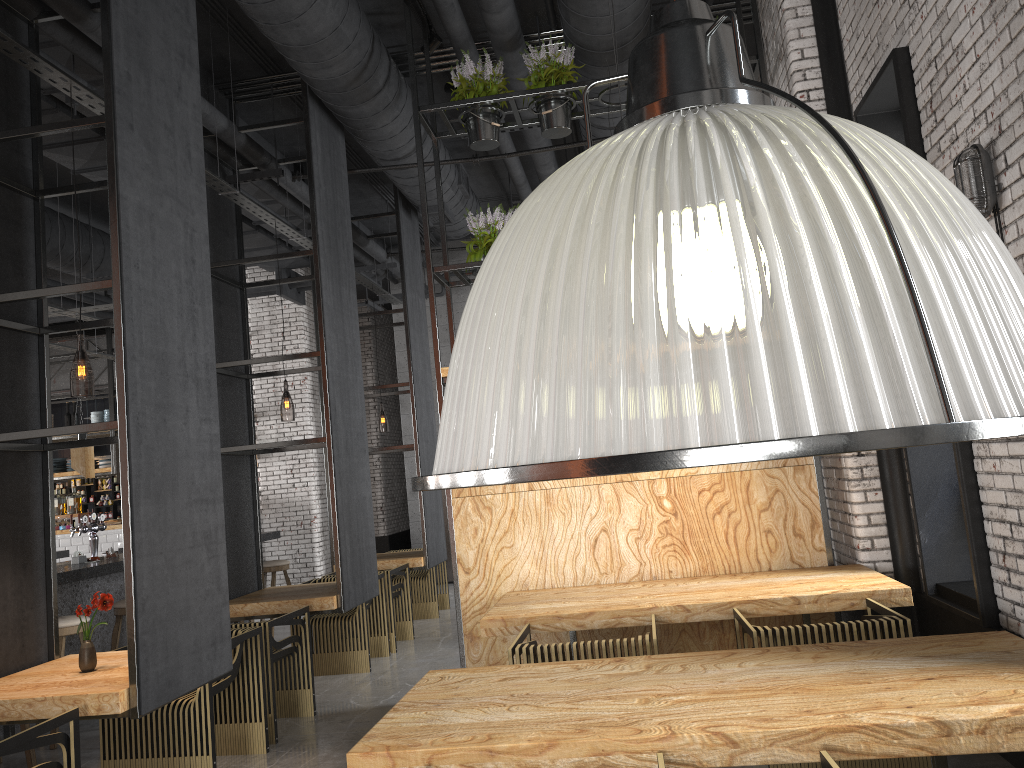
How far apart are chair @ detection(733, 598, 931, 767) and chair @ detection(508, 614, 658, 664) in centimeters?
76cm

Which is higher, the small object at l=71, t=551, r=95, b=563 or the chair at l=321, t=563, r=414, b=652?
the small object at l=71, t=551, r=95, b=563

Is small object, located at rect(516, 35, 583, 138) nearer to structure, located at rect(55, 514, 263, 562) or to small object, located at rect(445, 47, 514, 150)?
small object, located at rect(445, 47, 514, 150)

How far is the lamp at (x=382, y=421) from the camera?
25.63m

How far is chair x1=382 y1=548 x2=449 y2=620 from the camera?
9.8 meters

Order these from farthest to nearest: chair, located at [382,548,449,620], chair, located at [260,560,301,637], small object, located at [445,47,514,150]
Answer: chair, located at [382,548,449,620] → chair, located at [260,560,301,637] → small object, located at [445,47,514,150]

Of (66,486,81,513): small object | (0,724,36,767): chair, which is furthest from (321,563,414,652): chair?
(66,486,81,513): small object

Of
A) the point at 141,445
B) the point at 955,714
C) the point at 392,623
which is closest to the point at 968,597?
the point at 955,714

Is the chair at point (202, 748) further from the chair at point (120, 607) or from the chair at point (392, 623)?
the chair at point (392, 623)

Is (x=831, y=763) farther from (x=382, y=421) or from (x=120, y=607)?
(x=382, y=421)
